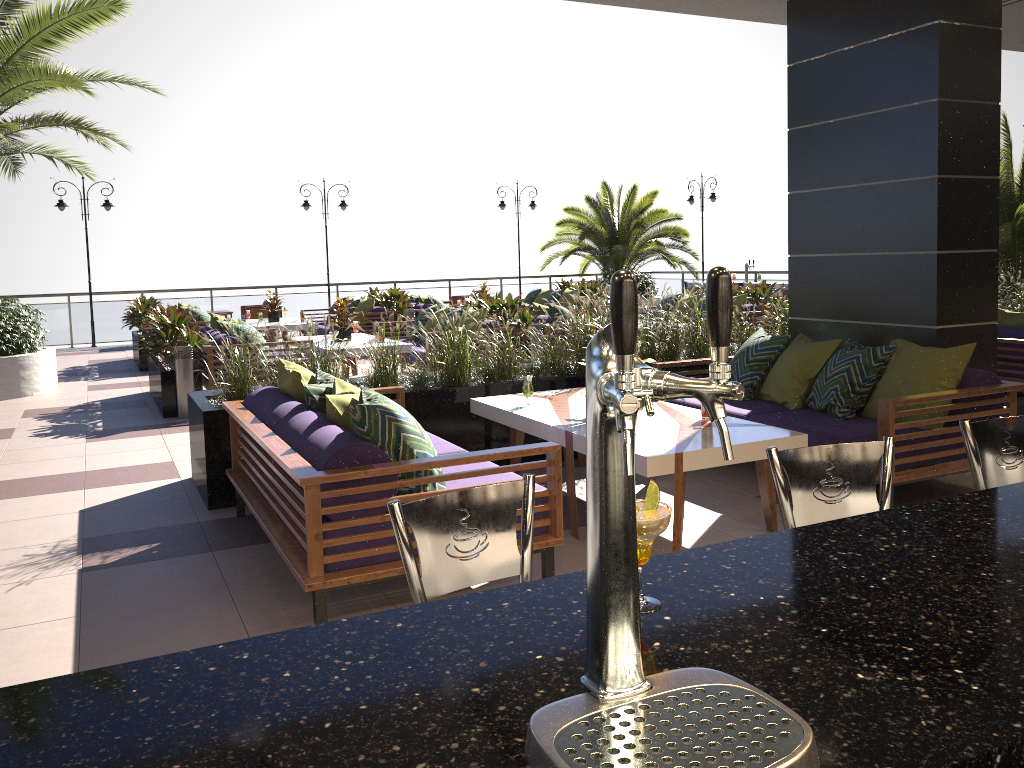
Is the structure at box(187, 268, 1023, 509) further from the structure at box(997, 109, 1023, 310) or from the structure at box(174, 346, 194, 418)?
the structure at box(997, 109, 1023, 310)

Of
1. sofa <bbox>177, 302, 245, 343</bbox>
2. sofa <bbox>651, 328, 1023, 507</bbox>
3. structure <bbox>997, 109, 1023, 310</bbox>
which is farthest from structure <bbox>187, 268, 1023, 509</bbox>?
sofa <bbox>177, 302, 245, 343</bbox>

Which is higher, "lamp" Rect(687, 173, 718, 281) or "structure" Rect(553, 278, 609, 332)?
"lamp" Rect(687, 173, 718, 281)

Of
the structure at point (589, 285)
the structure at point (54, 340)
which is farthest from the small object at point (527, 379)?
the structure at point (54, 340)

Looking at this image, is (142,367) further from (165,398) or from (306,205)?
(306,205)

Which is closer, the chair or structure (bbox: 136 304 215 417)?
structure (bbox: 136 304 215 417)

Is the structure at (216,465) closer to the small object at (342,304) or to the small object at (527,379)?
the small object at (527,379)

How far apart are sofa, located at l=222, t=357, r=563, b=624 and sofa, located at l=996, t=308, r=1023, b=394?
5.13m

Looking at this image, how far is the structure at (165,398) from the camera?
8.7 meters

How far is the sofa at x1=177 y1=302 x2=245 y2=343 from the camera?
13.05m
